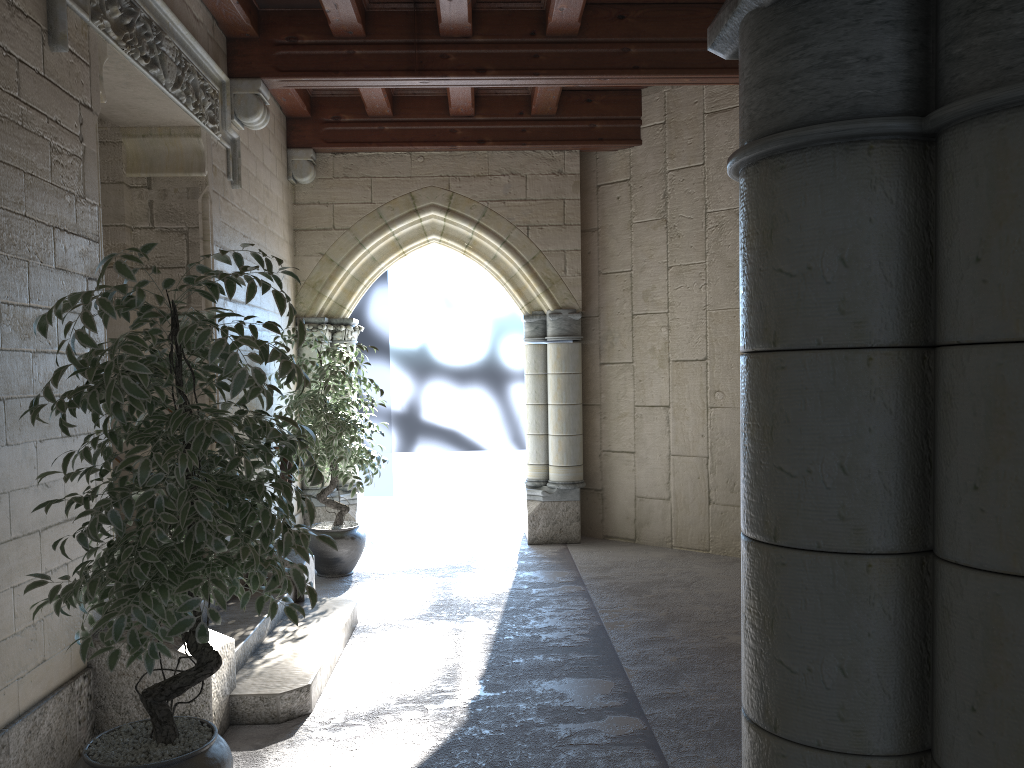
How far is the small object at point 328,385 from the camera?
5.38m

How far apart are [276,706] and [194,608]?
1.3m

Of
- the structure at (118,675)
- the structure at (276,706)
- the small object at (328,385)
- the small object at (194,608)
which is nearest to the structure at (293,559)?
the structure at (276,706)

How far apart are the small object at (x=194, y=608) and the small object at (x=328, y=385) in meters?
2.6 m

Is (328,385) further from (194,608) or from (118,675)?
(194,608)

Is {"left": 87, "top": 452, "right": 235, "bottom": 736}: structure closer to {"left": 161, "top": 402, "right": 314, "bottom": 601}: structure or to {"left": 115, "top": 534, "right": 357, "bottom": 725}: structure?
{"left": 115, "top": 534, "right": 357, "bottom": 725}: structure

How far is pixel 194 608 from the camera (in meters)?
2.06

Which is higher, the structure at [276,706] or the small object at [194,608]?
the small object at [194,608]

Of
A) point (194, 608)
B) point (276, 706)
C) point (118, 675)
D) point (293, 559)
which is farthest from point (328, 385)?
point (194, 608)

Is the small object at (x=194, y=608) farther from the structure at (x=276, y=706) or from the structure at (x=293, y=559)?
the structure at (x=293, y=559)
